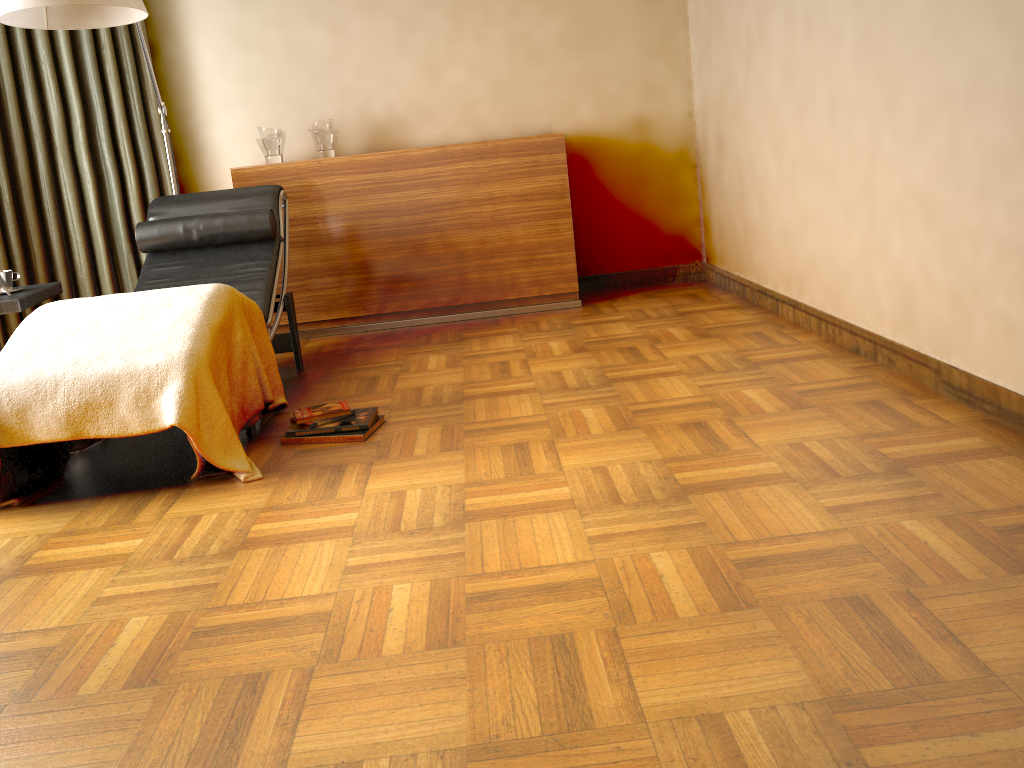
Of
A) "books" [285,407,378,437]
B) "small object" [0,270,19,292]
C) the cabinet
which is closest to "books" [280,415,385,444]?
"books" [285,407,378,437]

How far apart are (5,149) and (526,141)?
2.4m

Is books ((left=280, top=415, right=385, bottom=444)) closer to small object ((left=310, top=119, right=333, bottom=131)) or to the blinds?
the blinds

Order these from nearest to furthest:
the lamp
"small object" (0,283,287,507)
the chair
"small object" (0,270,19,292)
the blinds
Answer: "small object" (0,283,287,507) → the lamp → "small object" (0,270,19,292) → the chair → the blinds

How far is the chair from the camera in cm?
358

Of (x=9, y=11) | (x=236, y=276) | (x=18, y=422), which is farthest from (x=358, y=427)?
(x=9, y=11)

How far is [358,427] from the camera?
2.8 meters

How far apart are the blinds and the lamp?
0.4m

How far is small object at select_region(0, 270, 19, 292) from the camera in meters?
3.1 m

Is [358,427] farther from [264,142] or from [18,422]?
[264,142]
